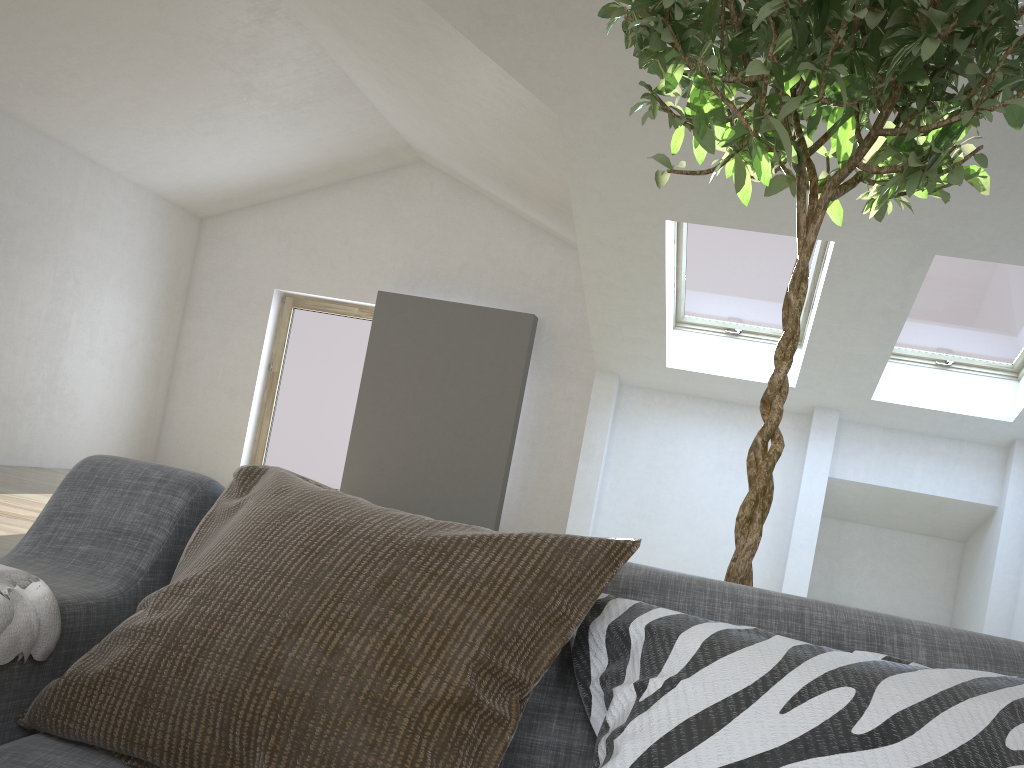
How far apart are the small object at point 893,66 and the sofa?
0.4 meters

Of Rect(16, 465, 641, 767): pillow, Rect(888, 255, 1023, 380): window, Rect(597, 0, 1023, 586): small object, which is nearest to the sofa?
Rect(16, 465, 641, 767): pillow

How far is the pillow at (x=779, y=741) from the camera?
0.77m

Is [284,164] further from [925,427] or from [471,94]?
[925,427]

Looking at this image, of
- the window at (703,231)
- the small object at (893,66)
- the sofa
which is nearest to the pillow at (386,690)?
the sofa

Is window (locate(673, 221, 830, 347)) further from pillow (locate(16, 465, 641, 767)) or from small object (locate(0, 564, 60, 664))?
small object (locate(0, 564, 60, 664))

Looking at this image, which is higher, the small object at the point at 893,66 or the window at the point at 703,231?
the window at the point at 703,231

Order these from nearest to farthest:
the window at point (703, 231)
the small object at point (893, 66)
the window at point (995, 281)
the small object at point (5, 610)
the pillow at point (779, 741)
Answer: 1. the pillow at point (779, 741)
2. the small object at point (5, 610)
3. the small object at point (893, 66)
4. the window at point (995, 281)
5. the window at point (703, 231)

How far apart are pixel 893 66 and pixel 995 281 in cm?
530

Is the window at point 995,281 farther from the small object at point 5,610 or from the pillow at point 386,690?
the small object at point 5,610
